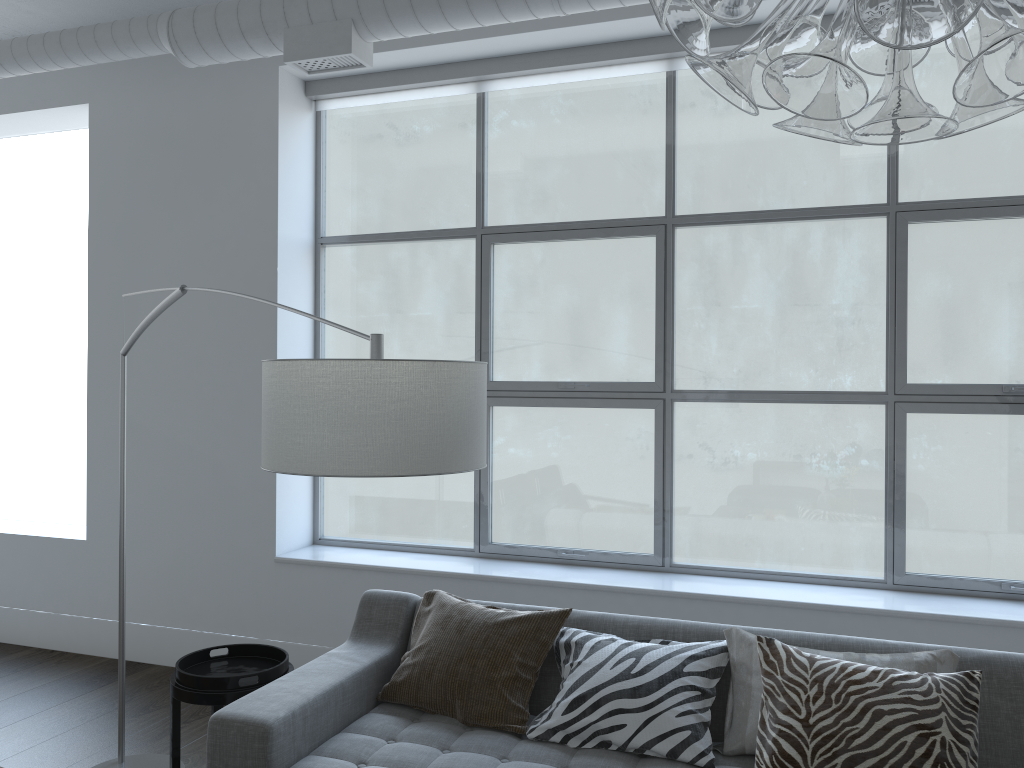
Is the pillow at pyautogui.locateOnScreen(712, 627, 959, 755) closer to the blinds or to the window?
the window

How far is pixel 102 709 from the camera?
3.8m

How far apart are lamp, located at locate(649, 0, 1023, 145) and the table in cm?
232

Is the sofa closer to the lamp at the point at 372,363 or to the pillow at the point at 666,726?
the pillow at the point at 666,726

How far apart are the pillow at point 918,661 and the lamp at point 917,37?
1.83m

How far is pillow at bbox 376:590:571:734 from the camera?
2.6m

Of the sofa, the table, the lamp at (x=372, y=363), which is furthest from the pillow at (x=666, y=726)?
the lamp at (x=372, y=363)

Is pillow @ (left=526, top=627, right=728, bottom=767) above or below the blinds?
below

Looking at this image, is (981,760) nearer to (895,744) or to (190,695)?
(895,744)

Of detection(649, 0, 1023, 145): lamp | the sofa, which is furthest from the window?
detection(649, 0, 1023, 145): lamp
